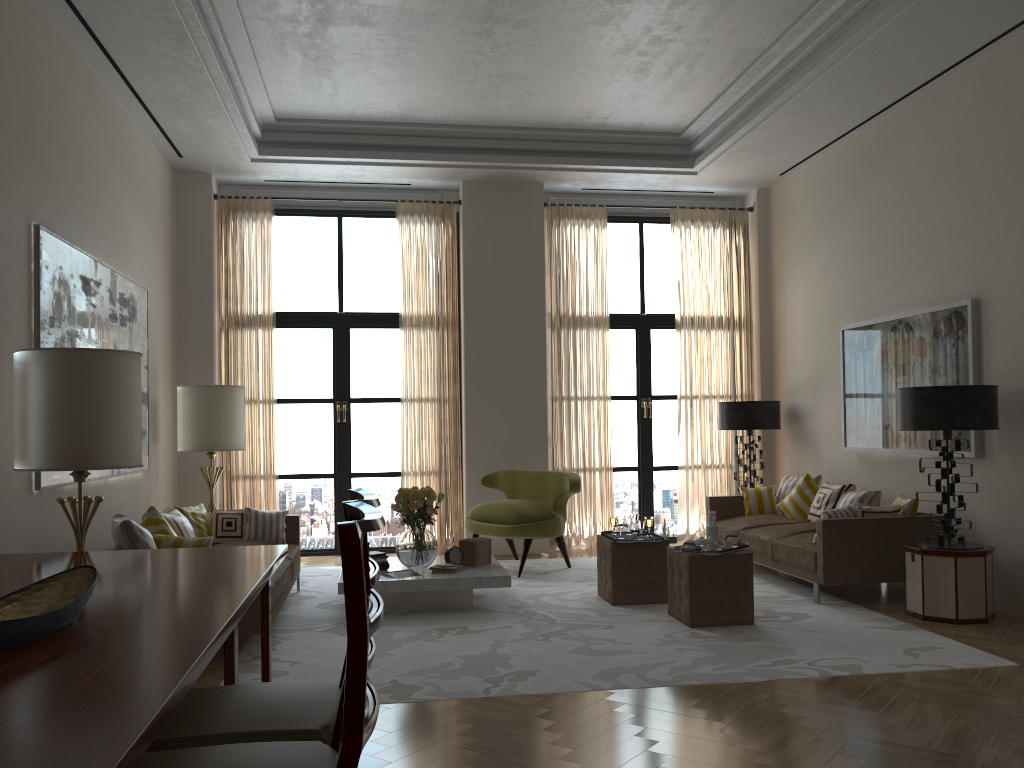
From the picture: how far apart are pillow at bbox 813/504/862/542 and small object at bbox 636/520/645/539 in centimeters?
175cm

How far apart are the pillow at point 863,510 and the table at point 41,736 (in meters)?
5.70

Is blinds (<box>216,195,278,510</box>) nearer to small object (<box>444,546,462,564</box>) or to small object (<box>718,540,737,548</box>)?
small object (<box>444,546,462,564</box>)

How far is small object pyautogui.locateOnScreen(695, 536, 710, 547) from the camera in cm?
780

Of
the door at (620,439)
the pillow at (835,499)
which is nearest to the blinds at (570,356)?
the door at (620,439)

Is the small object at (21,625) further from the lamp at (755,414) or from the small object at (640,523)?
the lamp at (755,414)

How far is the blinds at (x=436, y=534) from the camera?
11.9m

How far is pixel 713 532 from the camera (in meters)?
7.92

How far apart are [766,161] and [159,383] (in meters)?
8.02

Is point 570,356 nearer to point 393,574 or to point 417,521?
point 417,521
